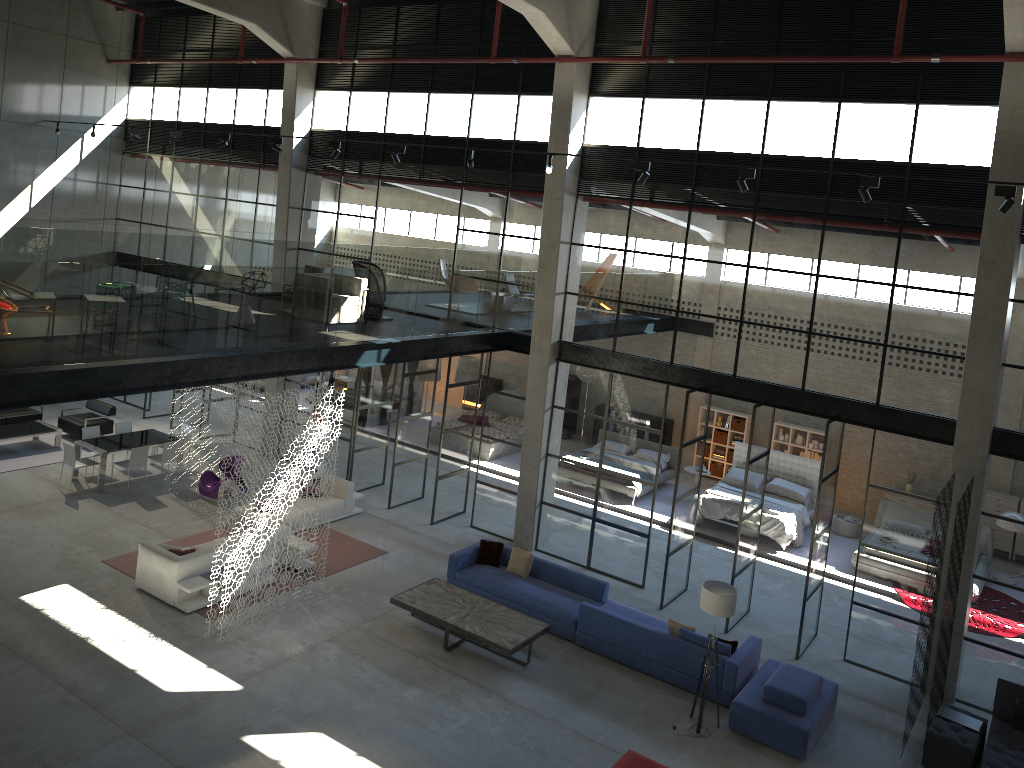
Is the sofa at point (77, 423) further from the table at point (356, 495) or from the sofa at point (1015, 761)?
the sofa at point (1015, 761)

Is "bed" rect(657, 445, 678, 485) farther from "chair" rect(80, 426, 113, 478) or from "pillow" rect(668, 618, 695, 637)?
"chair" rect(80, 426, 113, 478)

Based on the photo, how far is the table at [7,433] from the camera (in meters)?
18.13

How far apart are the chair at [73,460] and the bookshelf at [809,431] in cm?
1524

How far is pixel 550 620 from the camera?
13.3 meters

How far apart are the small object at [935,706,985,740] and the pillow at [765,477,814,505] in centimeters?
739cm

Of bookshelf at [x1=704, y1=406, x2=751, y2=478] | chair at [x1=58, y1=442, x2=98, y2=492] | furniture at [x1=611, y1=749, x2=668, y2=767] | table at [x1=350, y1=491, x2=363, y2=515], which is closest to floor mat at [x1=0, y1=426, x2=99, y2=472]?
chair at [x1=58, y1=442, x2=98, y2=492]

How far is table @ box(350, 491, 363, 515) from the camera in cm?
1709

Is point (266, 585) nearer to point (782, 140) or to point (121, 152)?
point (782, 140)

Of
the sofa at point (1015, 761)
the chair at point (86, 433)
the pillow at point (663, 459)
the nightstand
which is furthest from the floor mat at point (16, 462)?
the sofa at point (1015, 761)
